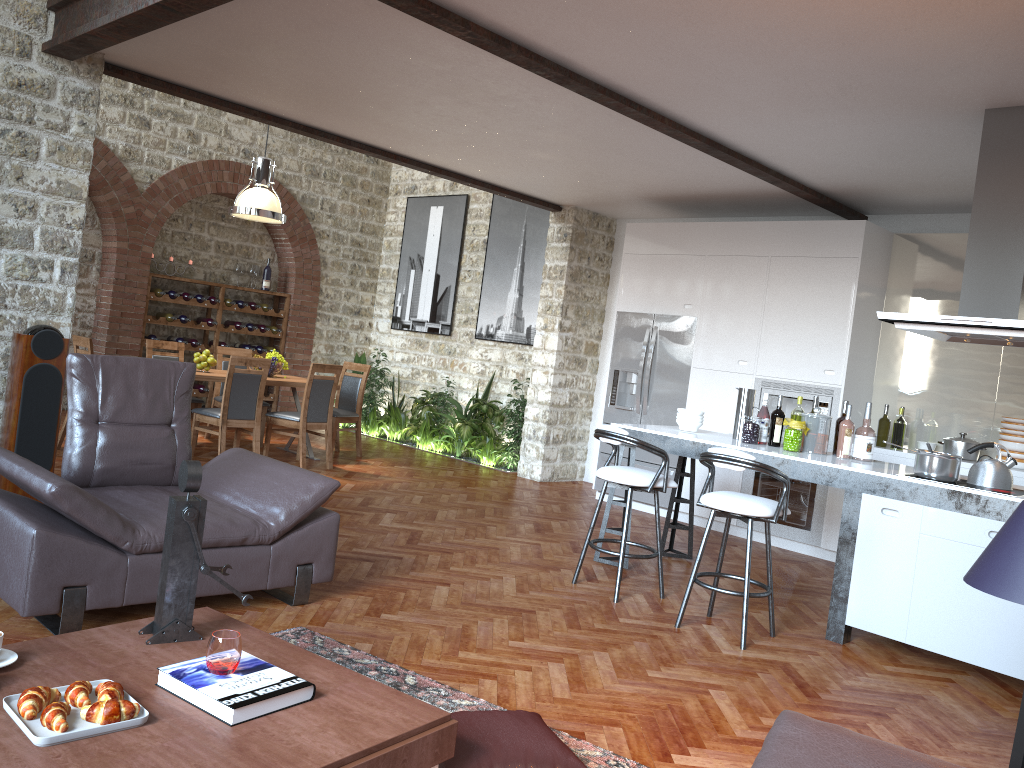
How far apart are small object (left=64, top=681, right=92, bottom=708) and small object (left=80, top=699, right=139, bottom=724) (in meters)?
0.04

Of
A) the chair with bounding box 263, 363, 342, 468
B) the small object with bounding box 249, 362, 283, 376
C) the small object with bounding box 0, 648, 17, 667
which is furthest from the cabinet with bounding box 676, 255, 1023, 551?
the small object with bounding box 0, 648, 17, 667

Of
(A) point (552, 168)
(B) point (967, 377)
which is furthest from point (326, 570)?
(B) point (967, 377)

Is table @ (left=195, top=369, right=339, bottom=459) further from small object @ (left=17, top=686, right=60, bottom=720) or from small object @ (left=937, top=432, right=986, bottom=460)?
small object @ (left=17, top=686, right=60, bottom=720)

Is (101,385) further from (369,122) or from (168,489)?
(369,122)

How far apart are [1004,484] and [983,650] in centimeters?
87cm

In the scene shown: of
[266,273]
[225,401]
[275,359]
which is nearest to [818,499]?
[225,401]

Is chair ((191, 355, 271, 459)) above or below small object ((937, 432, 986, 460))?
below

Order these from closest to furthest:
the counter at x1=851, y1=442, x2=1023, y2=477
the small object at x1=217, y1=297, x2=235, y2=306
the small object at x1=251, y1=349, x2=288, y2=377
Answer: the counter at x1=851, y1=442, x2=1023, y2=477, the small object at x1=251, y1=349, x2=288, y2=377, the small object at x1=217, y1=297, x2=235, y2=306

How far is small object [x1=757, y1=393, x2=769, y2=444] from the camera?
5.66m
